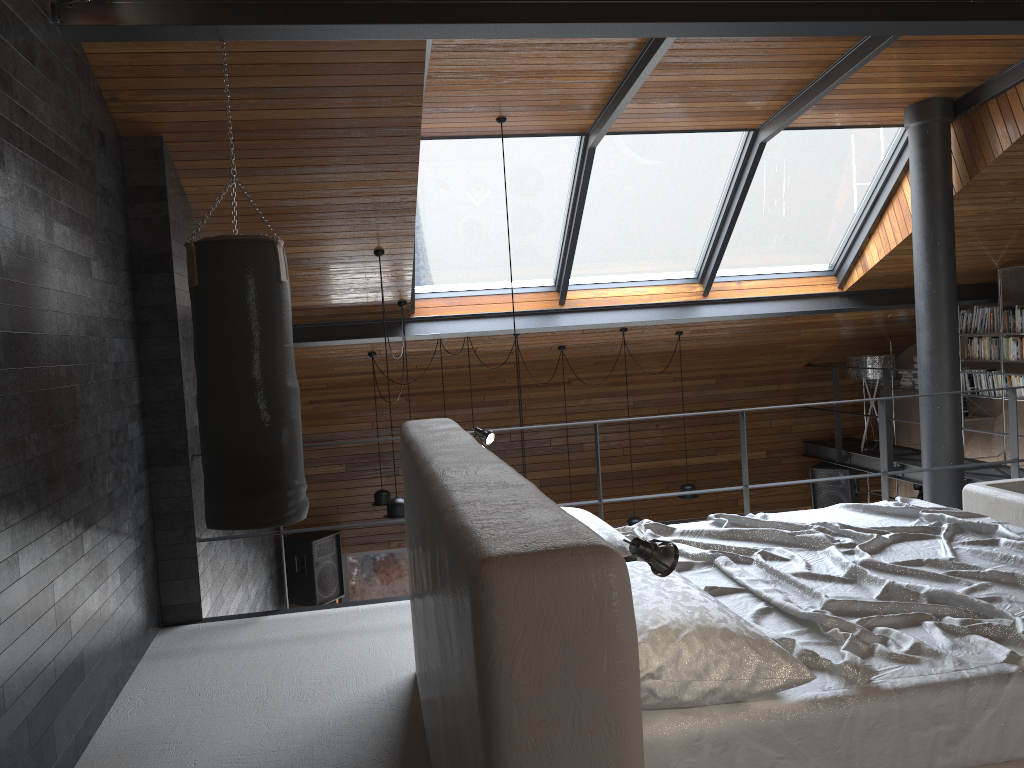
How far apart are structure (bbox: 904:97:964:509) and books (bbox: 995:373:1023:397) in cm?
187

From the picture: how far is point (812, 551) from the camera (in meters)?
3.07

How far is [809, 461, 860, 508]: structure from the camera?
9.83m

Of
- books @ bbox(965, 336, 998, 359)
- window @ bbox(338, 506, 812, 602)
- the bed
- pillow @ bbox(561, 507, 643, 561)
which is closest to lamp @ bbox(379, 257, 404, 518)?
the bed

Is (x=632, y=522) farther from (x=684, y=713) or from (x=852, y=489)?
(x=684, y=713)

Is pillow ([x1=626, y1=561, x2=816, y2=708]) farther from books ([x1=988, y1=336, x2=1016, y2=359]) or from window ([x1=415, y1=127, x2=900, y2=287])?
books ([x1=988, y1=336, x2=1016, y2=359])

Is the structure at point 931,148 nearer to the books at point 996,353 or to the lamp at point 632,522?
the books at point 996,353

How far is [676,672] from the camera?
1.9 meters

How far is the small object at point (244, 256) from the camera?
3.8 meters

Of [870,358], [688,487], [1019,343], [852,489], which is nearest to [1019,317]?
[1019,343]
